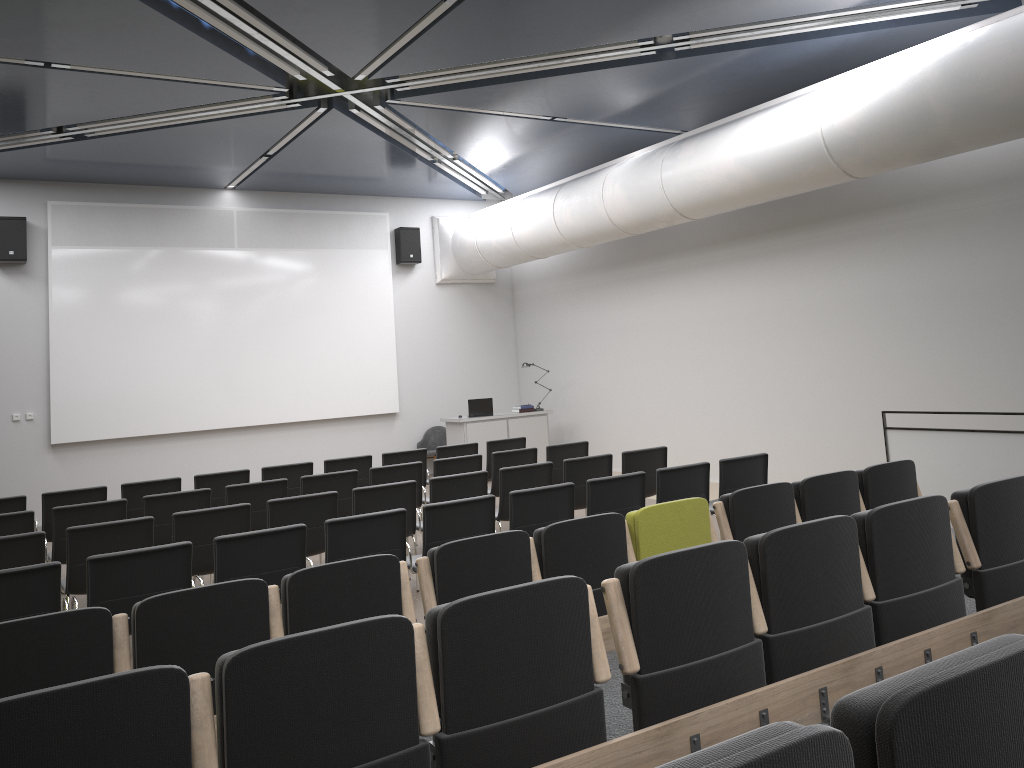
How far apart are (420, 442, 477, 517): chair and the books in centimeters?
383cm

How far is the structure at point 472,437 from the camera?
13.8m

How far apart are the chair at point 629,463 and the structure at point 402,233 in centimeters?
766cm

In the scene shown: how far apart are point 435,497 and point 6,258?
8.2m

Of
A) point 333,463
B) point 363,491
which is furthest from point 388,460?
point 363,491

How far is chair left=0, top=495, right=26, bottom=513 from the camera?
8.0m

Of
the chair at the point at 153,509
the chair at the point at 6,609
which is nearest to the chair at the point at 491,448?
the chair at the point at 153,509

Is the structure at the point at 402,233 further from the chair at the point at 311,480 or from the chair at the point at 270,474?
the chair at the point at 311,480

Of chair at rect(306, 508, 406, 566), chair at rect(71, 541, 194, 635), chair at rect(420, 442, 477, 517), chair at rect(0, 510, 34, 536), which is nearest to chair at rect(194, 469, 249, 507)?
chair at rect(0, 510, 34, 536)

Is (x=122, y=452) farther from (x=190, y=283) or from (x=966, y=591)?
(x=966, y=591)
